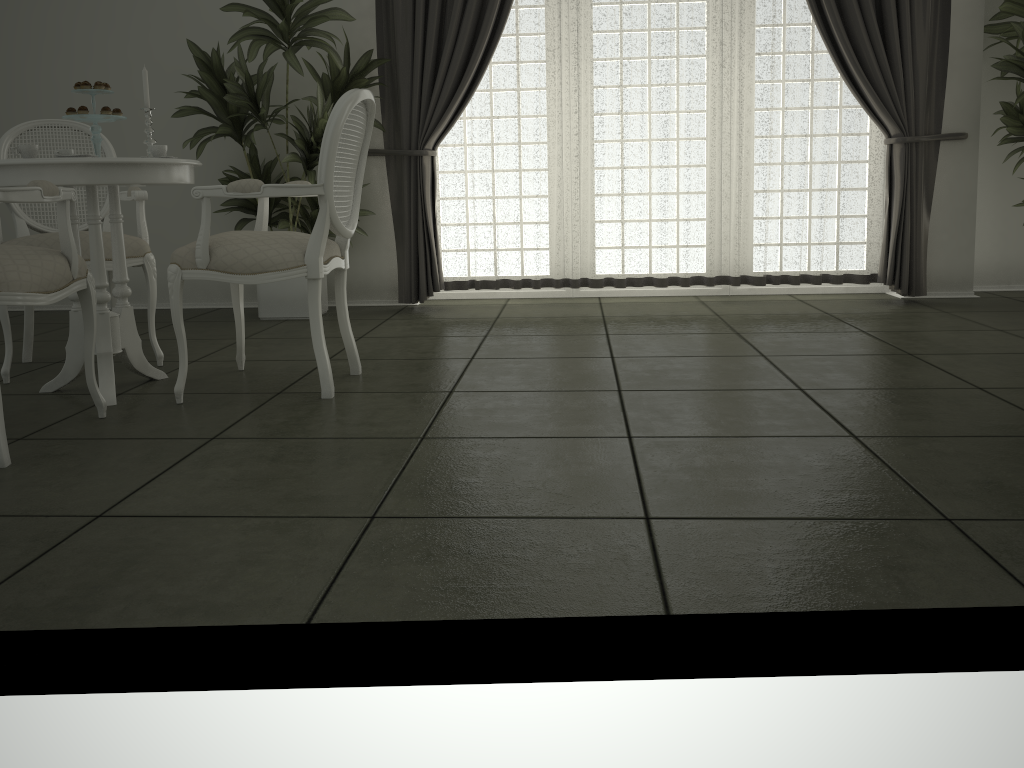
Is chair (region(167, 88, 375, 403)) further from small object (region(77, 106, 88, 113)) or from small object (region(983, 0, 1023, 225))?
small object (region(983, 0, 1023, 225))

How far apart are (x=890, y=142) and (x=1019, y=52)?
0.7m

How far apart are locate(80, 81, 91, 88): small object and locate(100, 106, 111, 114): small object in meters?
0.1 m

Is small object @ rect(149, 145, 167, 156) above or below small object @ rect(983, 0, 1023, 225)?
below

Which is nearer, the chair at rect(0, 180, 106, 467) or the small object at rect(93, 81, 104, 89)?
the chair at rect(0, 180, 106, 467)

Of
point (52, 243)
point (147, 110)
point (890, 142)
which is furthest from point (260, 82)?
point (890, 142)

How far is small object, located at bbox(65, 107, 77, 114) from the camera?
3.0m

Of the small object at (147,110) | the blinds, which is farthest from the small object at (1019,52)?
the small object at (147,110)

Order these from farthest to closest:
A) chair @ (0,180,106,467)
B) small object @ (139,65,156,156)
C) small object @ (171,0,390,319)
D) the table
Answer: small object @ (171,0,390,319), small object @ (139,65,156,156), the table, chair @ (0,180,106,467)

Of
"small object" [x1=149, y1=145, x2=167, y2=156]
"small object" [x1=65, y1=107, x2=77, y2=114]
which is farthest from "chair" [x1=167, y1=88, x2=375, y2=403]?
"small object" [x1=65, y1=107, x2=77, y2=114]
